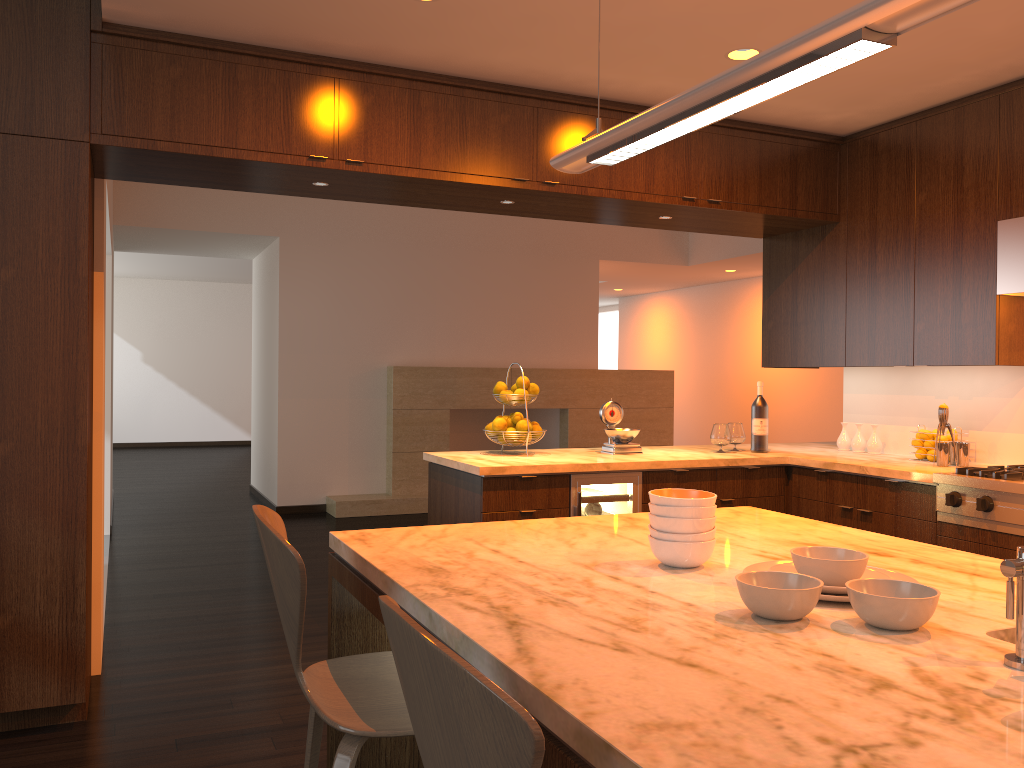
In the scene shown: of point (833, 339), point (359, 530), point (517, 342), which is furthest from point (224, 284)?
point (359, 530)

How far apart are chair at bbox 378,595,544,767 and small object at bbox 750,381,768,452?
3.8 meters

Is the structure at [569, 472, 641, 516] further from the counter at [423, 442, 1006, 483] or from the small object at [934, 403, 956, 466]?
the small object at [934, 403, 956, 466]

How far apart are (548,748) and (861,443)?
4.1m

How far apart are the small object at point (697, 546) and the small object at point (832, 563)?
0.2 meters

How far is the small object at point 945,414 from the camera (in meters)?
4.02

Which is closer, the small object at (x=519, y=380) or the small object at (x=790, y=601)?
the small object at (x=790, y=601)

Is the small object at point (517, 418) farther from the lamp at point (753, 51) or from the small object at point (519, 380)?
the lamp at point (753, 51)

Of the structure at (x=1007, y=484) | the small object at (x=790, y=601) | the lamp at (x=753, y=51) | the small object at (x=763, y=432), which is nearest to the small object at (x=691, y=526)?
the small object at (x=790, y=601)

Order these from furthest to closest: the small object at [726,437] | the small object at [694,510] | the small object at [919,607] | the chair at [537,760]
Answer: the small object at [726,437] → the small object at [694,510] → the small object at [919,607] → the chair at [537,760]
